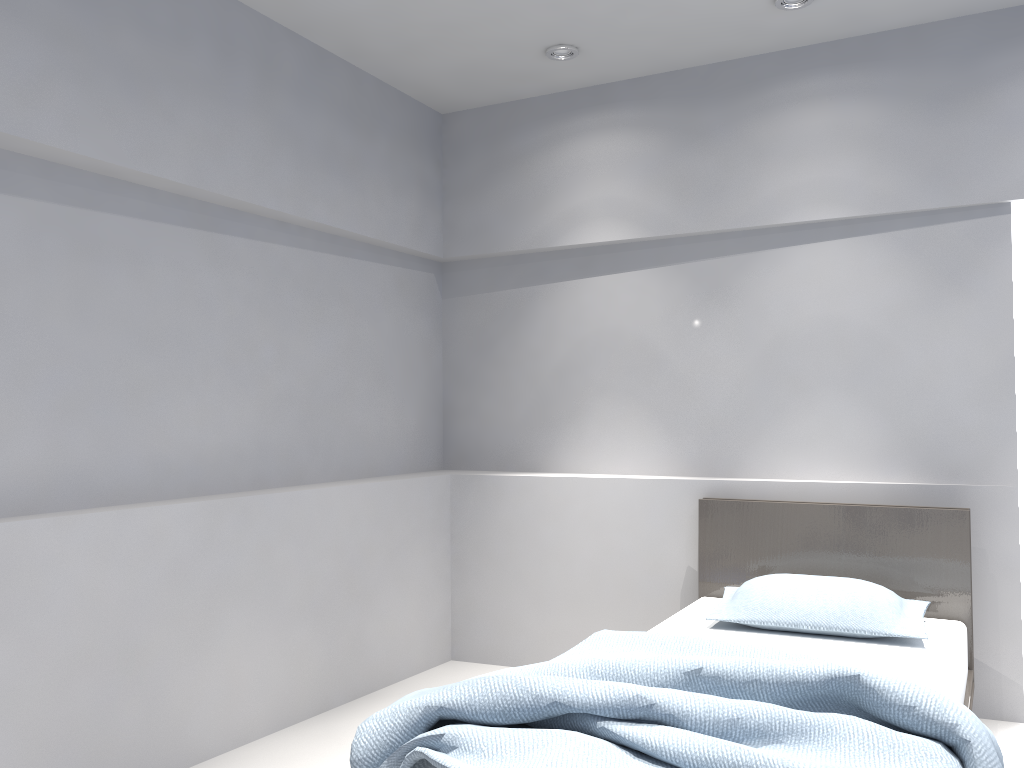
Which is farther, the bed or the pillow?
the pillow

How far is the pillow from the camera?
2.96m

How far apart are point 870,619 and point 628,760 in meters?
1.5

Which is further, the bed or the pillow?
the pillow

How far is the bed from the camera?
1.9m

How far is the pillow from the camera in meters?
3.0

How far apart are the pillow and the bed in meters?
0.0

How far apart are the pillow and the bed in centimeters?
2cm

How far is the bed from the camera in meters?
1.9
